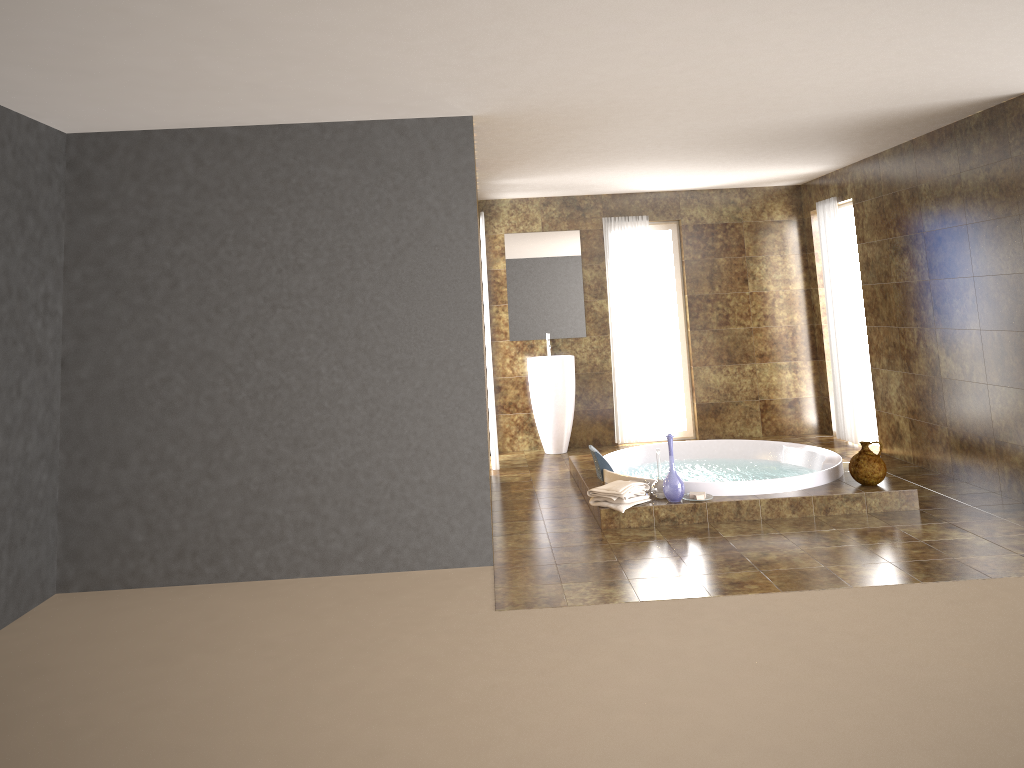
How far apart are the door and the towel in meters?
3.8 m

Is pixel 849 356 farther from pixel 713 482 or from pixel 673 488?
Answer: pixel 673 488

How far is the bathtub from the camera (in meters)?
5.81

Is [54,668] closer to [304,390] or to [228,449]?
[228,449]

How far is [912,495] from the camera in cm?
565

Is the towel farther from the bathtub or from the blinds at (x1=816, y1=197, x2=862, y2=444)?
the blinds at (x1=816, y1=197, x2=862, y2=444)

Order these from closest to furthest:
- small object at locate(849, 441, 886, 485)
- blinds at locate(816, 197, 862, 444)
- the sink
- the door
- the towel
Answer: the towel, small object at locate(849, 441, 886, 485), blinds at locate(816, 197, 862, 444), the sink, the door

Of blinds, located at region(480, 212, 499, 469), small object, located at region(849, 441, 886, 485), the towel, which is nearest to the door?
small object, located at region(849, 441, 886, 485)

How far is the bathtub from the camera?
5.81m

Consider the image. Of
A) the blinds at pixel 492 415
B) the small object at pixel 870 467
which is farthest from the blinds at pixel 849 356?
the blinds at pixel 492 415
